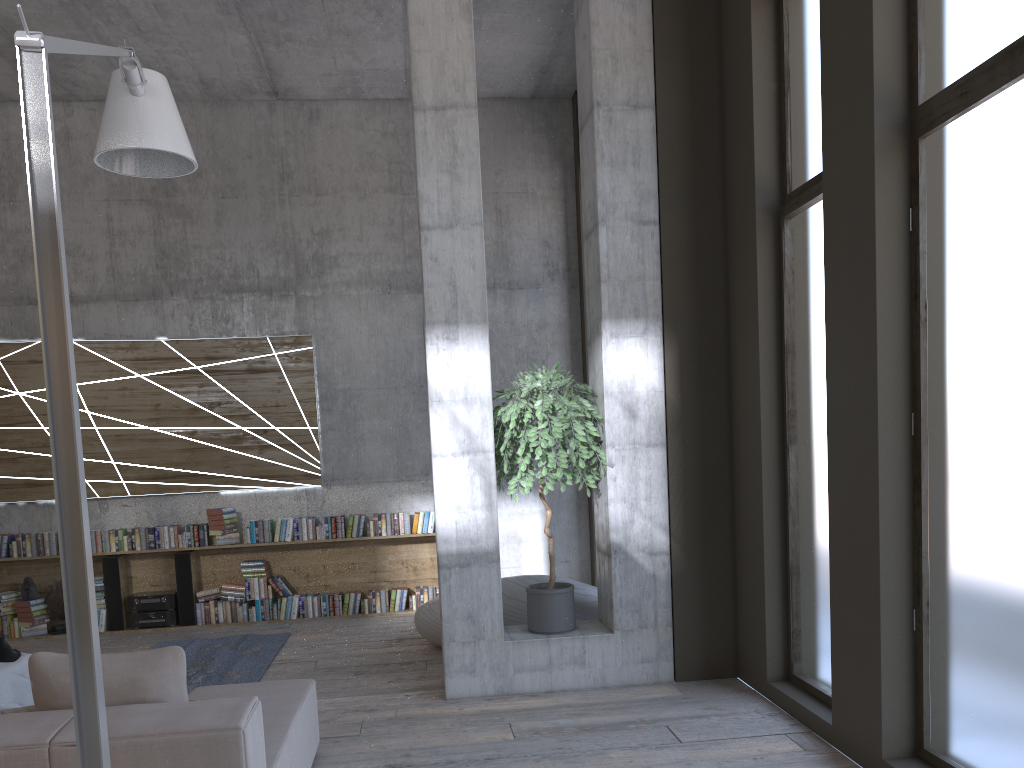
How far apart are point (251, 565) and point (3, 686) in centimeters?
351cm

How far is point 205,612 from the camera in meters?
8.5

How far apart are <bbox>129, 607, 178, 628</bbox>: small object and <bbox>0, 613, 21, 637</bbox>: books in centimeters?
105cm

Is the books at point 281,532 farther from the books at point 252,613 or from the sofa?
the sofa

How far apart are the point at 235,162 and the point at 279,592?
4.3 meters

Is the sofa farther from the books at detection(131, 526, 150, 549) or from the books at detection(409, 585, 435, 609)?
the books at detection(131, 526, 150, 549)

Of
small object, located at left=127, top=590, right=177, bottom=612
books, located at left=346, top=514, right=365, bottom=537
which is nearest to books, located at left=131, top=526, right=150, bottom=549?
small object, located at left=127, top=590, right=177, bottom=612

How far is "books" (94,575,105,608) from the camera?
8.4m

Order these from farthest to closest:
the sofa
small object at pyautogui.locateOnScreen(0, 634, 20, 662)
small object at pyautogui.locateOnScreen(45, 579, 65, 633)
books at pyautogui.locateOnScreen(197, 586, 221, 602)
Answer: books at pyautogui.locateOnScreen(197, 586, 221, 602) < small object at pyautogui.locateOnScreen(45, 579, 65, 633) < small object at pyautogui.locateOnScreen(0, 634, 20, 662) < the sofa

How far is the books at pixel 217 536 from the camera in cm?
844
